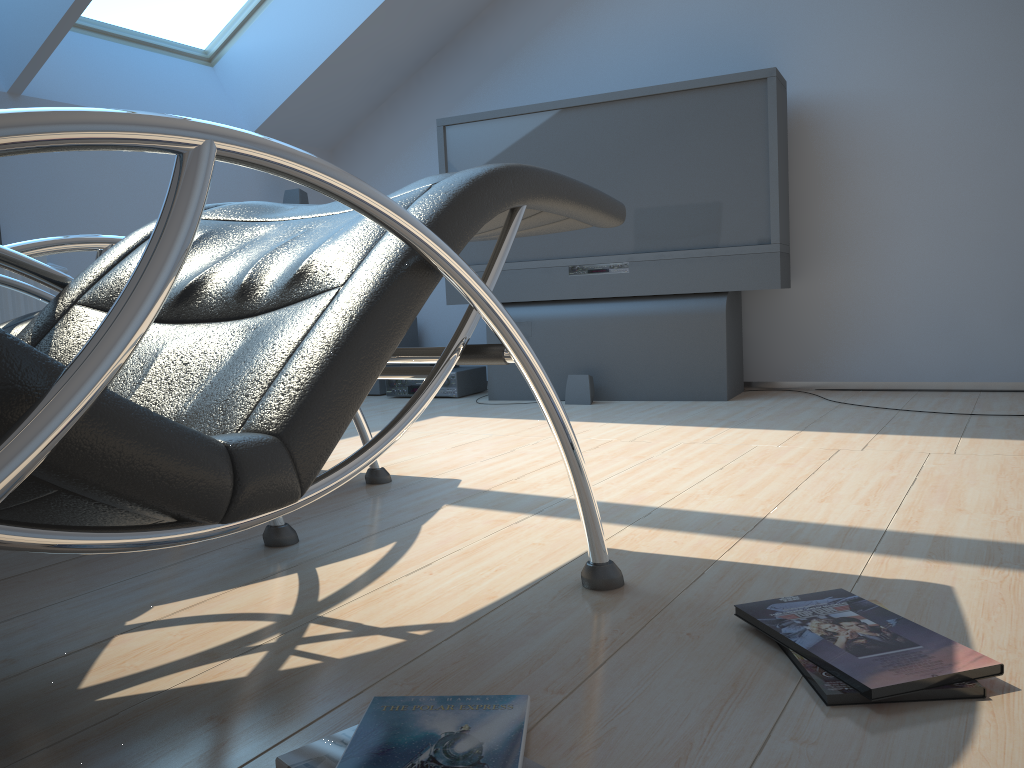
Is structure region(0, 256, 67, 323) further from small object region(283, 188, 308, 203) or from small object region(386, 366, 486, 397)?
small object region(386, 366, 486, 397)

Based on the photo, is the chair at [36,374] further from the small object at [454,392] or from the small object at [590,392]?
the small object at [454,392]

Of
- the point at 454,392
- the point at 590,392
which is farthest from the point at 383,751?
the point at 454,392

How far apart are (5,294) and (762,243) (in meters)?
3.24

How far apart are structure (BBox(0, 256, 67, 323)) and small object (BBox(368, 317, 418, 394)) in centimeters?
177cm

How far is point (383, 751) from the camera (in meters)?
0.94

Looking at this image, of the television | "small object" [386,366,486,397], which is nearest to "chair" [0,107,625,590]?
the television

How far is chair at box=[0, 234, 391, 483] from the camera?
1.65m

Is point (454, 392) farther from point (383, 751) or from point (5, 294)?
point (383, 751)

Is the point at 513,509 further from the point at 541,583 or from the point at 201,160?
the point at 201,160
